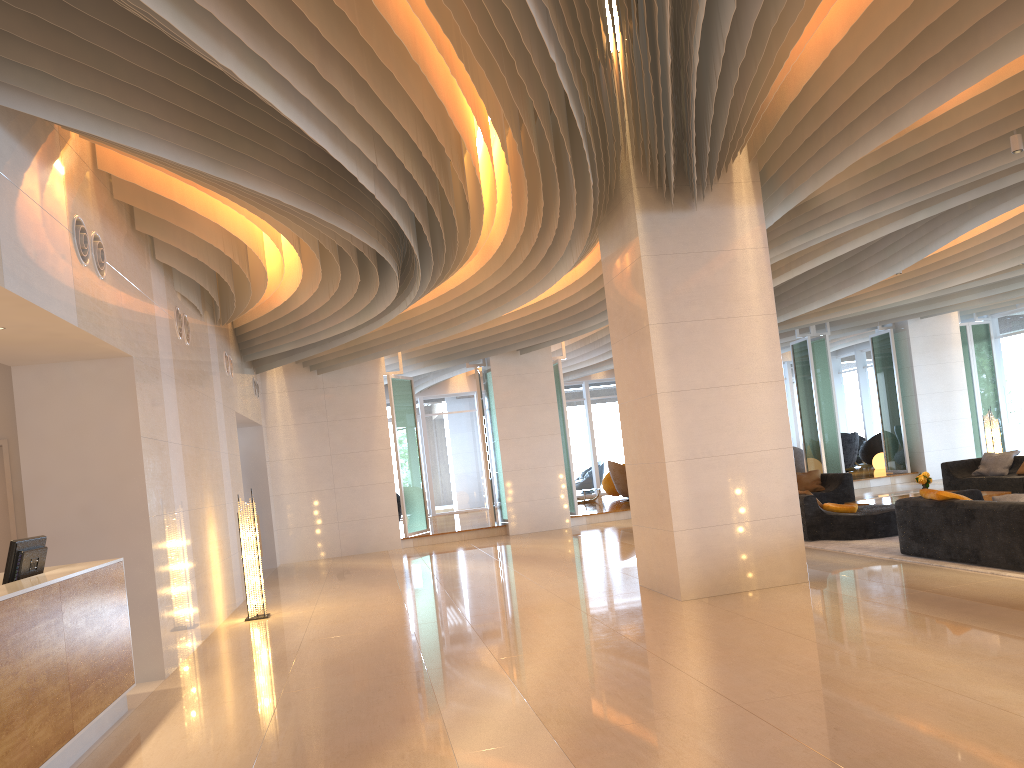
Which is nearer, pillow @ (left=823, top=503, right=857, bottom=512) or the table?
pillow @ (left=823, top=503, right=857, bottom=512)

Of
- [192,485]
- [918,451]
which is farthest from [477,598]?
[918,451]

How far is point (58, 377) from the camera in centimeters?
703cm

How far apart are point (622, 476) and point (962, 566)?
12.66m

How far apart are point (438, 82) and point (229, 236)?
4.1 meters

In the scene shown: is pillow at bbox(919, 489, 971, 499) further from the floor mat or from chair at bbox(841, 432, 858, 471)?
chair at bbox(841, 432, 858, 471)

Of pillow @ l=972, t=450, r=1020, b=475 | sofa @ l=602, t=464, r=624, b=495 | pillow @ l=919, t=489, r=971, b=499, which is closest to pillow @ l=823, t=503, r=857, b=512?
pillow @ l=919, t=489, r=971, b=499

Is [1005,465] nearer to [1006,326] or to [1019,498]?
[1006,326]

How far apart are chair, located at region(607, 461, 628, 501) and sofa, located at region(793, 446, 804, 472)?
4.3 meters

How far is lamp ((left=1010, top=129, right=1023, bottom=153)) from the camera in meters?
7.4
